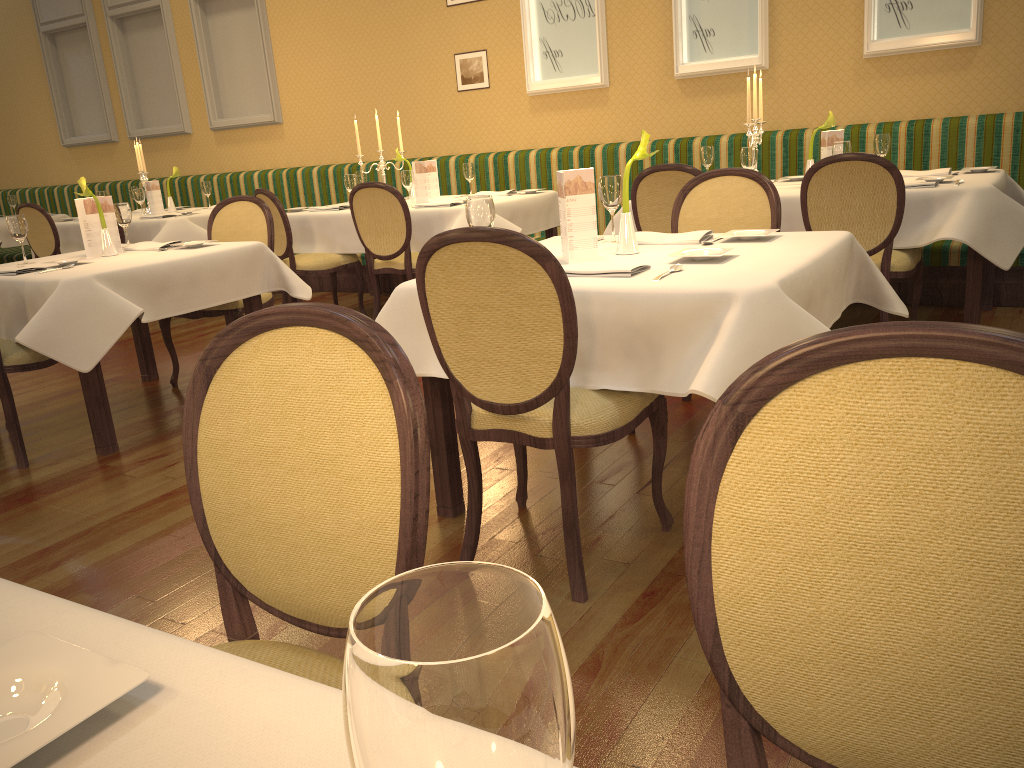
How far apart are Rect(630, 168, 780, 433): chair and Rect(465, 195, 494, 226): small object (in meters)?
1.21

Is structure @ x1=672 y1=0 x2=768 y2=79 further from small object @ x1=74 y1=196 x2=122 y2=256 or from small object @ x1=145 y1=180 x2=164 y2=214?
small object @ x1=145 y1=180 x2=164 y2=214

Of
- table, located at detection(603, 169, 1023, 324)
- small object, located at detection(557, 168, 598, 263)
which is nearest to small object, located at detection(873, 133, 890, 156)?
table, located at detection(603, 169, 1023, 324)

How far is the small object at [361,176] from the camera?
6.66m

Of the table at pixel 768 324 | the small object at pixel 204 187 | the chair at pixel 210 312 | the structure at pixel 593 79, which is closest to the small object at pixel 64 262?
the chair at pixel 210 312

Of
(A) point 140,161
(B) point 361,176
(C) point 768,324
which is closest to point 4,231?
(A) point 140,161

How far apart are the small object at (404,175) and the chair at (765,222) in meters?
2.6 m

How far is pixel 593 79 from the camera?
6.58m

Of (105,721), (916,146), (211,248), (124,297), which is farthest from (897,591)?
(916,146)

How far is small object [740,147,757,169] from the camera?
4.53m
